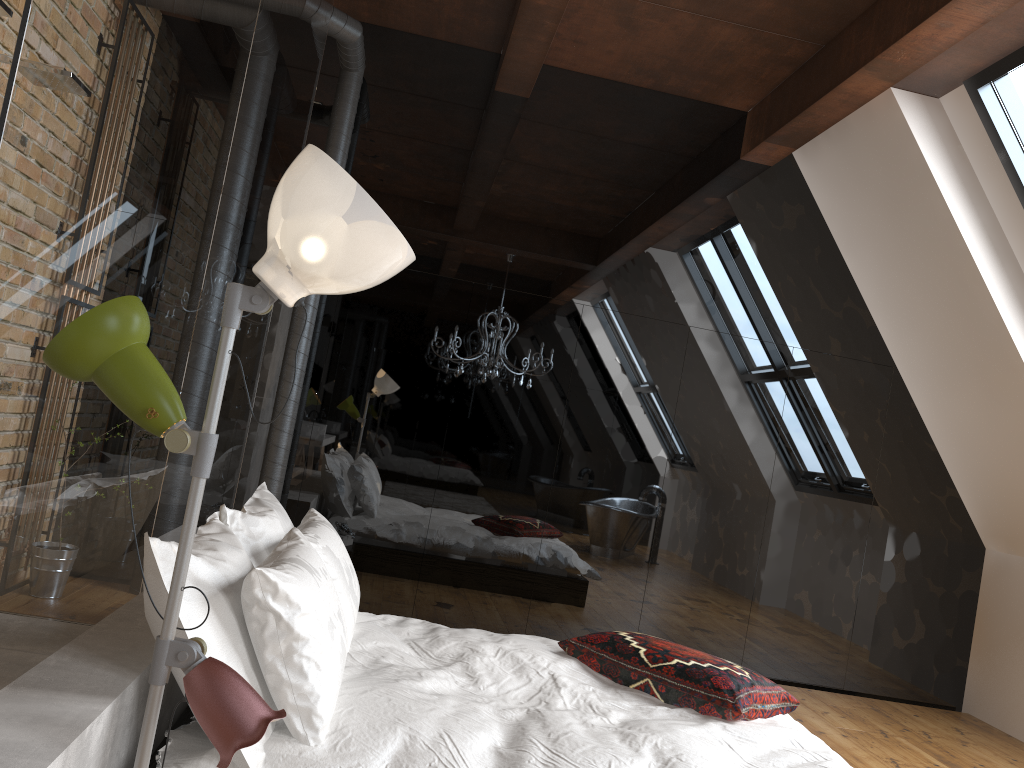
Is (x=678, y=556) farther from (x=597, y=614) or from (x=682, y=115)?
(x=682, y=115)

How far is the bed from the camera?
2.0 meters

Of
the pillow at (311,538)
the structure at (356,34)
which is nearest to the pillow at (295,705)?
the pillow at (311,538)

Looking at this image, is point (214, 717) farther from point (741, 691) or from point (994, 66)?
point (994, 66)

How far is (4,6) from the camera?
2.4 meters

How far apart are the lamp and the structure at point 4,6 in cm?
152

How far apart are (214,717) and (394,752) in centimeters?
74cm

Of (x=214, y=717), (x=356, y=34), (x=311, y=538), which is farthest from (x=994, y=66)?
(x=214, y=717)

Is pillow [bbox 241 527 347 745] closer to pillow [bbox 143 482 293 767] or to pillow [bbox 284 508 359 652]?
pillow [bbox 143 482 293 767]

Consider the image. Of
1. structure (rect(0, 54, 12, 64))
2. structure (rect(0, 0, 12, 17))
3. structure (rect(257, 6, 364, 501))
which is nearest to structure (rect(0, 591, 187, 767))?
structure (rect(0, 0, 12, 17))
